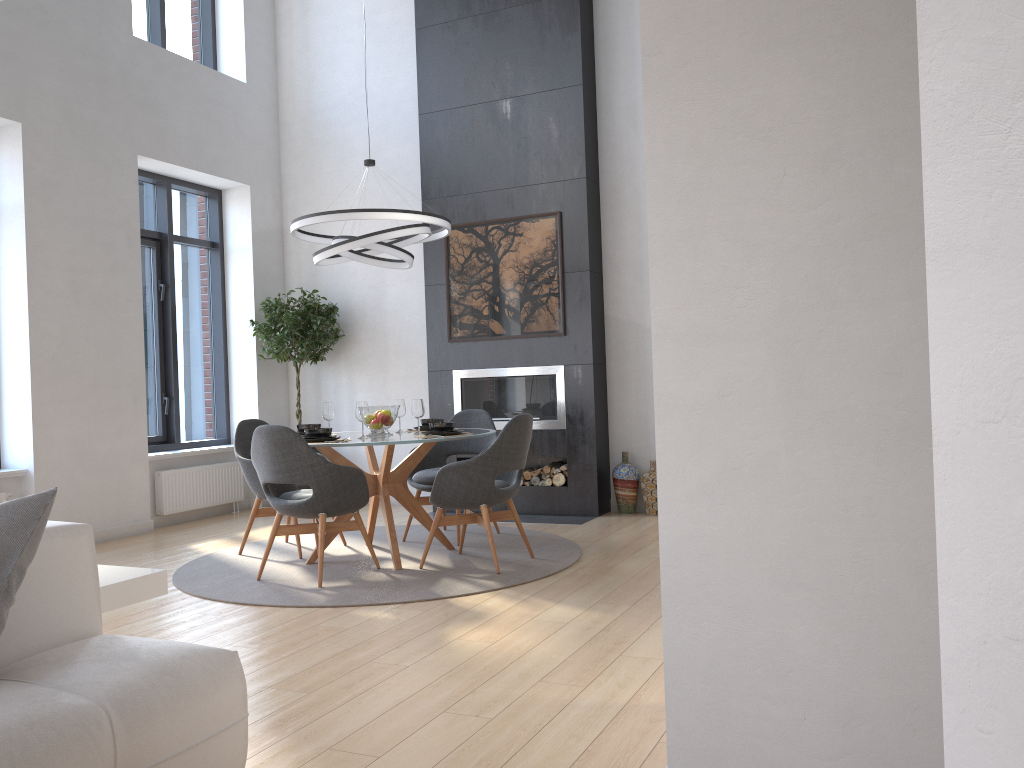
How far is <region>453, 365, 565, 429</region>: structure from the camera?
7.1m

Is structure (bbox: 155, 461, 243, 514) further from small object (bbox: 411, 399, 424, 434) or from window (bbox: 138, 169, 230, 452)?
small object (bbox: 411, 399, 424, 434)

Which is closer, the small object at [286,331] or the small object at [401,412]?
the small object at [401,412]

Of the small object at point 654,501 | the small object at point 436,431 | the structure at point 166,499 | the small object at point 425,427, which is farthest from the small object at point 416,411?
the structure at point 166,499

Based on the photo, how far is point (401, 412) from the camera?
5.8m

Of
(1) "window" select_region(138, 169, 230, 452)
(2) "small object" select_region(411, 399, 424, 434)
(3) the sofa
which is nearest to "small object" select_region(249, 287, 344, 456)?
(1) "window" select_region(138, 169, 230, 452)

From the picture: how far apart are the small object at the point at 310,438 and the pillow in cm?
290

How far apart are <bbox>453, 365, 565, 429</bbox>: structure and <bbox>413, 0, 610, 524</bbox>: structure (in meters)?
0.05

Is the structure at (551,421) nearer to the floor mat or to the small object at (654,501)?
the small object at (654,501)

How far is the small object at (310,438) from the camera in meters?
5.0 m
